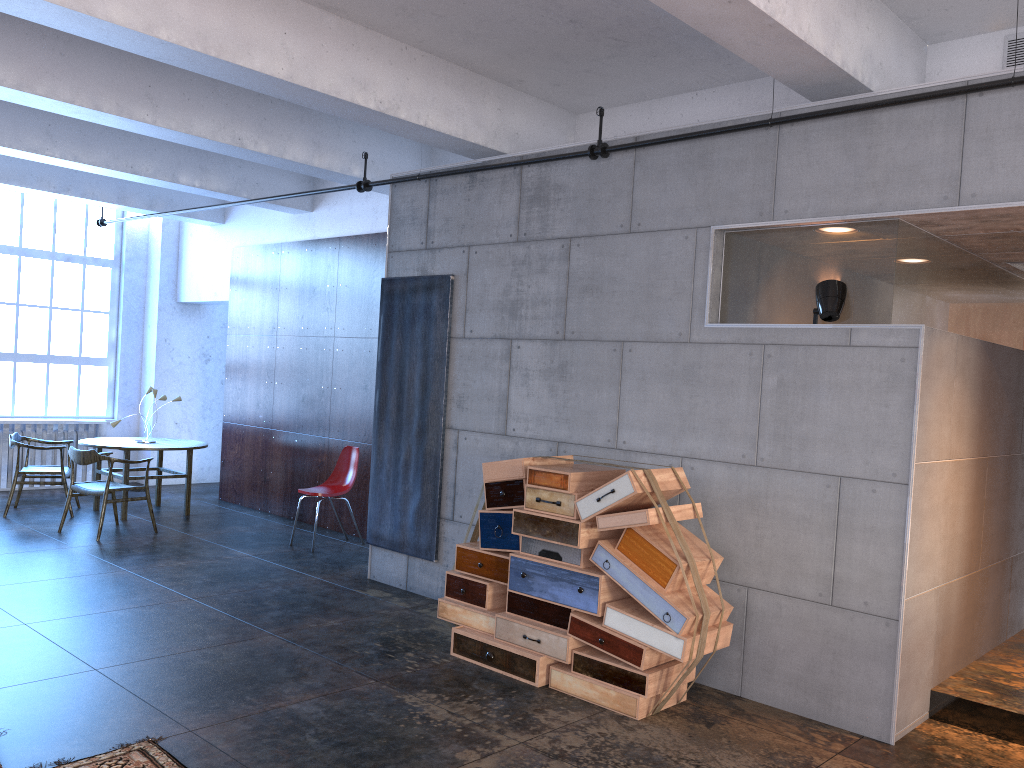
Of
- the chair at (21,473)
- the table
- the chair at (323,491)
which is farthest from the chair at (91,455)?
the chair at (323,491)

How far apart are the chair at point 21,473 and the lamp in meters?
8.0 m

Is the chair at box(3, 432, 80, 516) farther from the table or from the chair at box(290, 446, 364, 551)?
the chair at box(290, 446, 364, 551)

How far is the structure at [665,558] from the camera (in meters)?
4.60

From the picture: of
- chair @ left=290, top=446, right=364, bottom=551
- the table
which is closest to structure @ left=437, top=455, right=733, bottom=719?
chair @ left=290, top=446, right=364, bottom=551

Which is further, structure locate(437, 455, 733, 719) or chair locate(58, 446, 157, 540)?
chair locate(58, 446, 157, 540)

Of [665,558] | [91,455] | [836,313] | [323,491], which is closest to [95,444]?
[91,455]

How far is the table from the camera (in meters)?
9.43

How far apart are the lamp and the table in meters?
7.2 m

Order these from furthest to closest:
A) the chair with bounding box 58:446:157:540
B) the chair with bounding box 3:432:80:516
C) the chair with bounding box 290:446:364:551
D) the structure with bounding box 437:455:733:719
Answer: the chair with bounding box 3:432:80:516, the chair with bounding box 290:446:364:551, the chair with bounding box 58:446:157:540, the structure with bounding box 437:455:733:719
